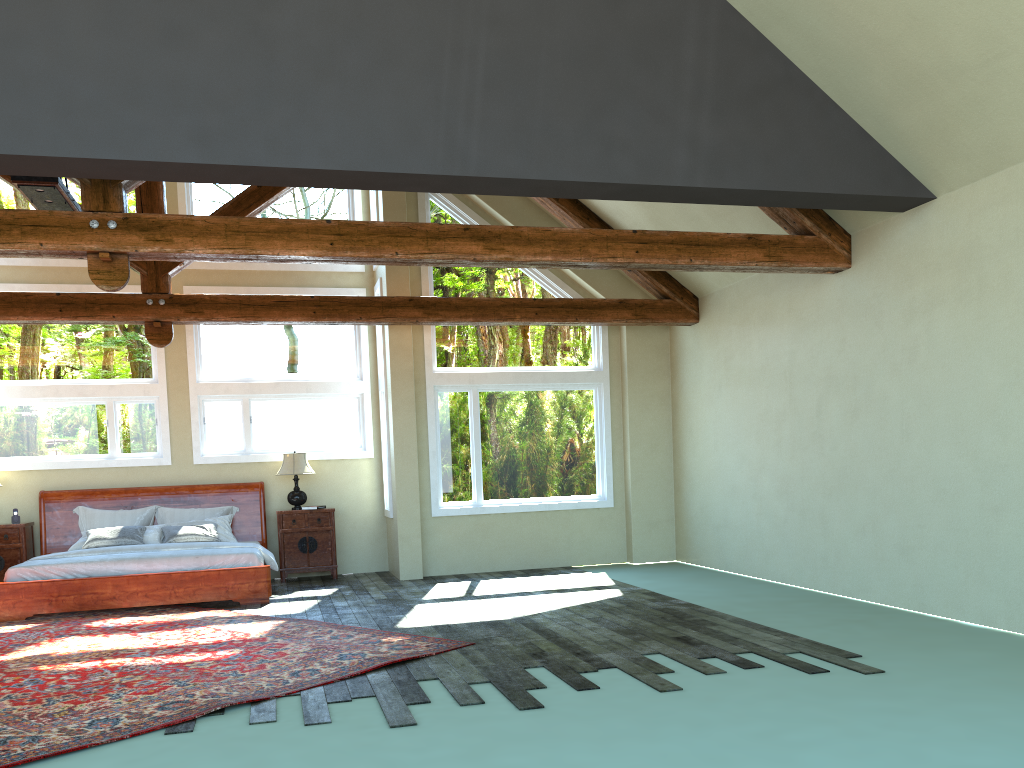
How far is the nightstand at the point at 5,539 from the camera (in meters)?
10.40

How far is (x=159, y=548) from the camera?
10.0m

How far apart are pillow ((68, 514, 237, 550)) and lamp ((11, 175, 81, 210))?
3.8m

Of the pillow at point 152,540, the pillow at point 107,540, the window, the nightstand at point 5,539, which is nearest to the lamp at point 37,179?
the window

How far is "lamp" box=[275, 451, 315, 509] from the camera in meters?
11.2 m

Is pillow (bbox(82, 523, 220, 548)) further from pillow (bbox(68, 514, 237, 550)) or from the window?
the window

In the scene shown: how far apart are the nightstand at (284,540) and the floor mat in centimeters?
197cm

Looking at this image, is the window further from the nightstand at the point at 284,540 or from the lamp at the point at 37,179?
the lamp at the point at 37,179

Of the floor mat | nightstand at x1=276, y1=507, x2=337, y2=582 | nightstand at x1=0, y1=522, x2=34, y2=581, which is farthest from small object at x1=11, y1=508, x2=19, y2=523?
nightstand at x1=276, y1=507, x2=337, y2=582

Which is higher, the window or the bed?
the window
